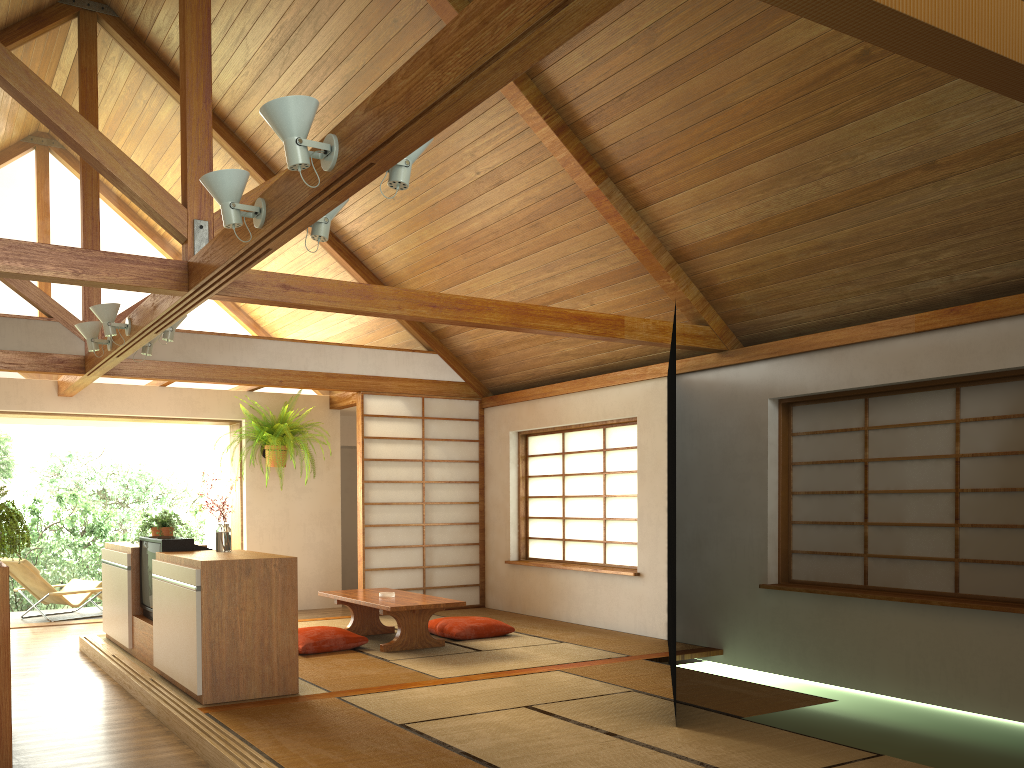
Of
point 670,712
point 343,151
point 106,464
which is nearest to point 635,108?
point 343,151

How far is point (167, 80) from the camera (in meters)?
6.78

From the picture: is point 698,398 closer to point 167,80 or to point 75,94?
point 167,80

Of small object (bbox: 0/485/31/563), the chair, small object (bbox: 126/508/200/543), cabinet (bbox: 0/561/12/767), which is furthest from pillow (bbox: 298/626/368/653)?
the chair

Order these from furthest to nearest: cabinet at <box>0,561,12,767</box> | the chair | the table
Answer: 1. the chair
2. the table
3. cabinet at <box>0,561,12,767</box>

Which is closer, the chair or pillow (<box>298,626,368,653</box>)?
pillow (<box>298,626,368,653</box>)

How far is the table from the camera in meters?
5.9 m

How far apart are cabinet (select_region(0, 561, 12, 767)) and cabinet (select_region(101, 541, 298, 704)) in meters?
1.0

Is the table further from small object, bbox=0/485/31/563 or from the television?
small object, bbox=0/485/31/563

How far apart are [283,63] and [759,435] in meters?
4.2
